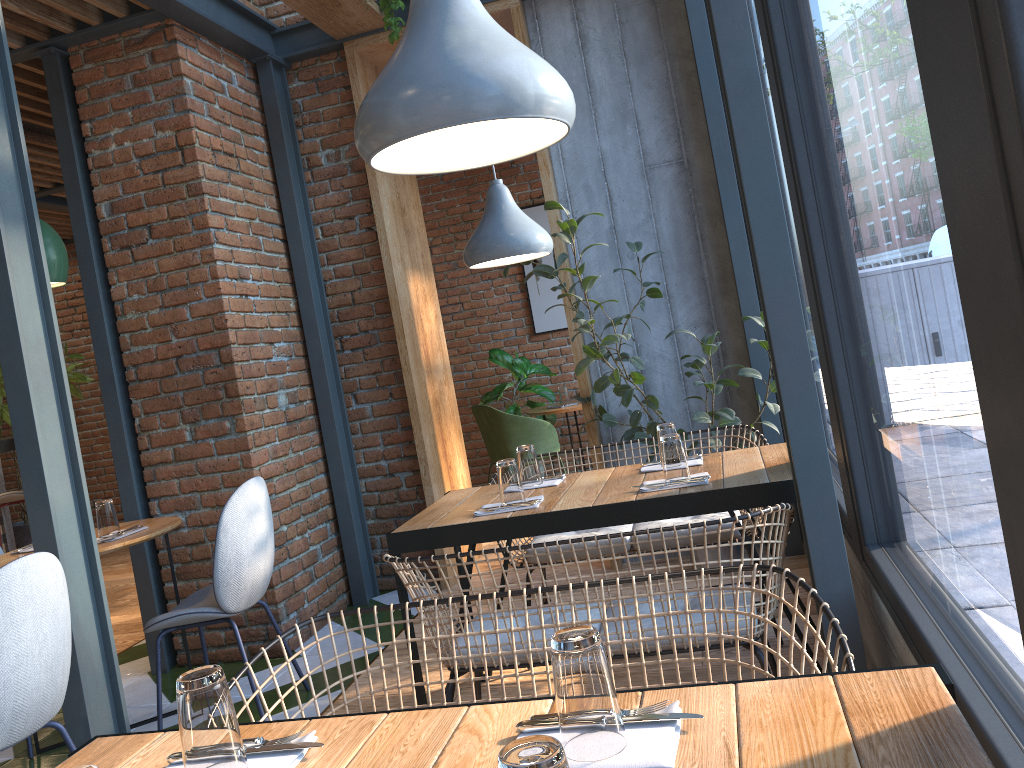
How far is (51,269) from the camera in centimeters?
337cm

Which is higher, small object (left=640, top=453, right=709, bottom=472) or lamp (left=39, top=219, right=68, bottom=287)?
lamp (left=39, top=219, right=68, bottom=287)

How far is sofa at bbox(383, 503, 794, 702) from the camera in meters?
2.1 m

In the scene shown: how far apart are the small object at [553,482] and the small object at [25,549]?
2.1m

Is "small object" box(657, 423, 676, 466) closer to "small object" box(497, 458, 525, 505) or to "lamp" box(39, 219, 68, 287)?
"small object" box(497, 458, 525, 505)

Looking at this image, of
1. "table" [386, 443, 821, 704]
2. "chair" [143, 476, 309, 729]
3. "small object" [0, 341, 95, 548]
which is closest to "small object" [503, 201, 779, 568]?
"table" [386, 443, 821, 704]

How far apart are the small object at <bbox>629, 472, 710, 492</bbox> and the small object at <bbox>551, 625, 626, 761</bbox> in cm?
156

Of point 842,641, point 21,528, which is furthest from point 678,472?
point 21,528

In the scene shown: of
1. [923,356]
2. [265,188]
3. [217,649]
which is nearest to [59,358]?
[217,649]

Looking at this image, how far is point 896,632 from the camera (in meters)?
2.05
